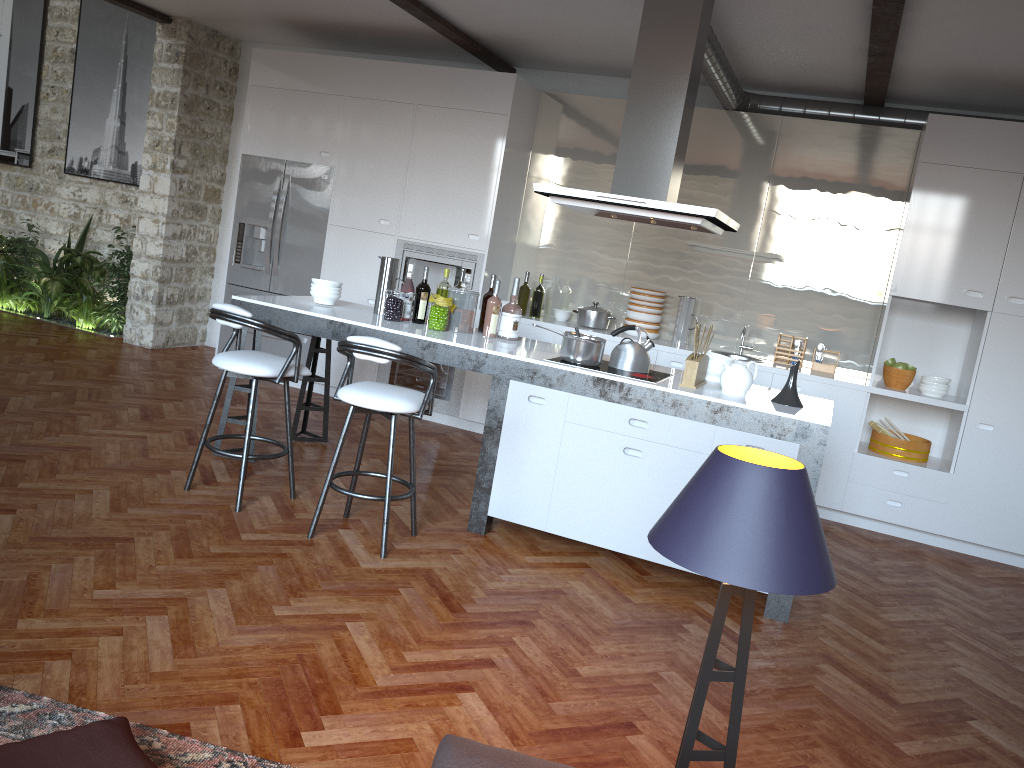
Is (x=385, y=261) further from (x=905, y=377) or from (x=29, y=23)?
(x=29, y=23)

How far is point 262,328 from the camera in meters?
4.2

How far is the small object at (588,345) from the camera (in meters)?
4.42

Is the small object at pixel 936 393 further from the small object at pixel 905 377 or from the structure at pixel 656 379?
the structure at pixel 656 379

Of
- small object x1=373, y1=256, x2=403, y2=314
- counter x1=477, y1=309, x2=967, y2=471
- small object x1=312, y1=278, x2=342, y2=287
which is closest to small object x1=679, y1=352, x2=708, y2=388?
counter x1=477, y1=309, x2=967, y2=471

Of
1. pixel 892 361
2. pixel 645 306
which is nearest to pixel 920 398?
pixel 892 361

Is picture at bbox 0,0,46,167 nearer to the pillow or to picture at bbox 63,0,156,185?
picture at bbox 63,0,156,185

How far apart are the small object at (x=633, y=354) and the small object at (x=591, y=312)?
2.0 meters

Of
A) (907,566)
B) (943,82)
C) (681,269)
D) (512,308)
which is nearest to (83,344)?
(512,308)

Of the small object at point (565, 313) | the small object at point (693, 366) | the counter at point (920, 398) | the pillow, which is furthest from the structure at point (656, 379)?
the pillow
